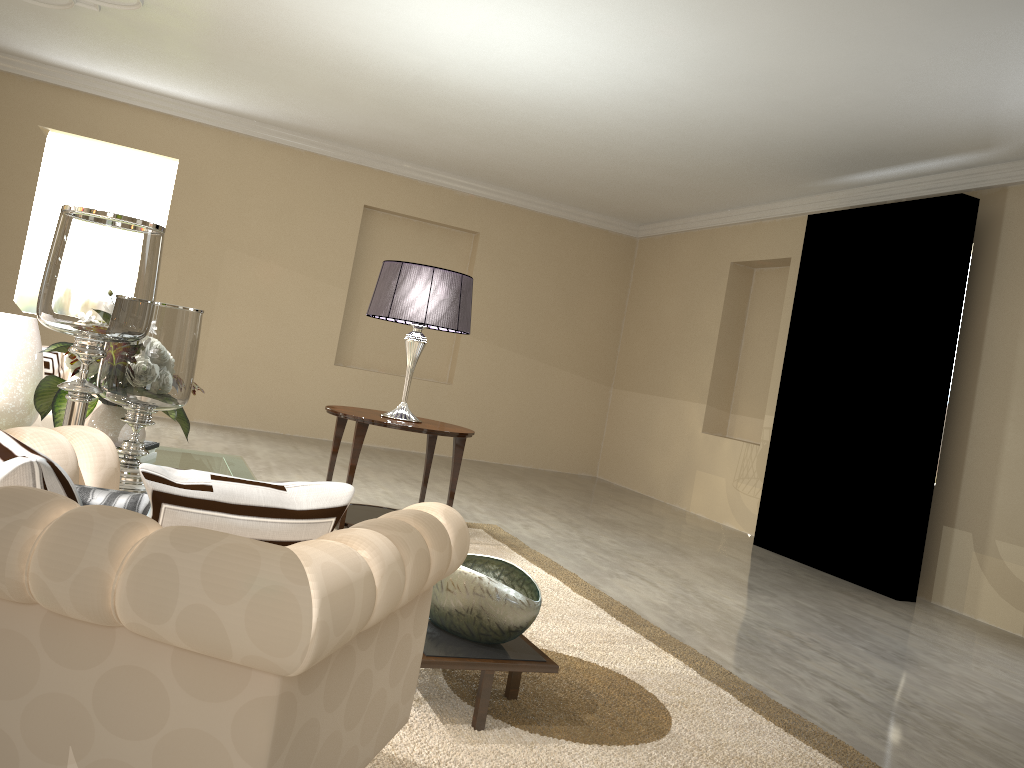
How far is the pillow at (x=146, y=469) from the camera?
1.1 meters

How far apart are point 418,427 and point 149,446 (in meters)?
1.14

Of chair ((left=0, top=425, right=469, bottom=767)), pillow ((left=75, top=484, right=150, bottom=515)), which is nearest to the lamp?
chair ((left=0, top=425, right=469, bottom=767))

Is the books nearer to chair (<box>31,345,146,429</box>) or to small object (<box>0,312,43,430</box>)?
small object (<box>0,312,43,430</box>)

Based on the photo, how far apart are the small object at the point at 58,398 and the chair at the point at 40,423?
0.47m

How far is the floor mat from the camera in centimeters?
193cm

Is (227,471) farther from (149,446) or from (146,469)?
(146,469)

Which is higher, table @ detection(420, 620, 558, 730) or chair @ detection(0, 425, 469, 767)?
chair @ detection(0, 425, 469, 767)

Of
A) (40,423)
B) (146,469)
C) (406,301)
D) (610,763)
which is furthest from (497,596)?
(40,423)

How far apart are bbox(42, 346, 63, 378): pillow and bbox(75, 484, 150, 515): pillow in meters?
2.8 m
